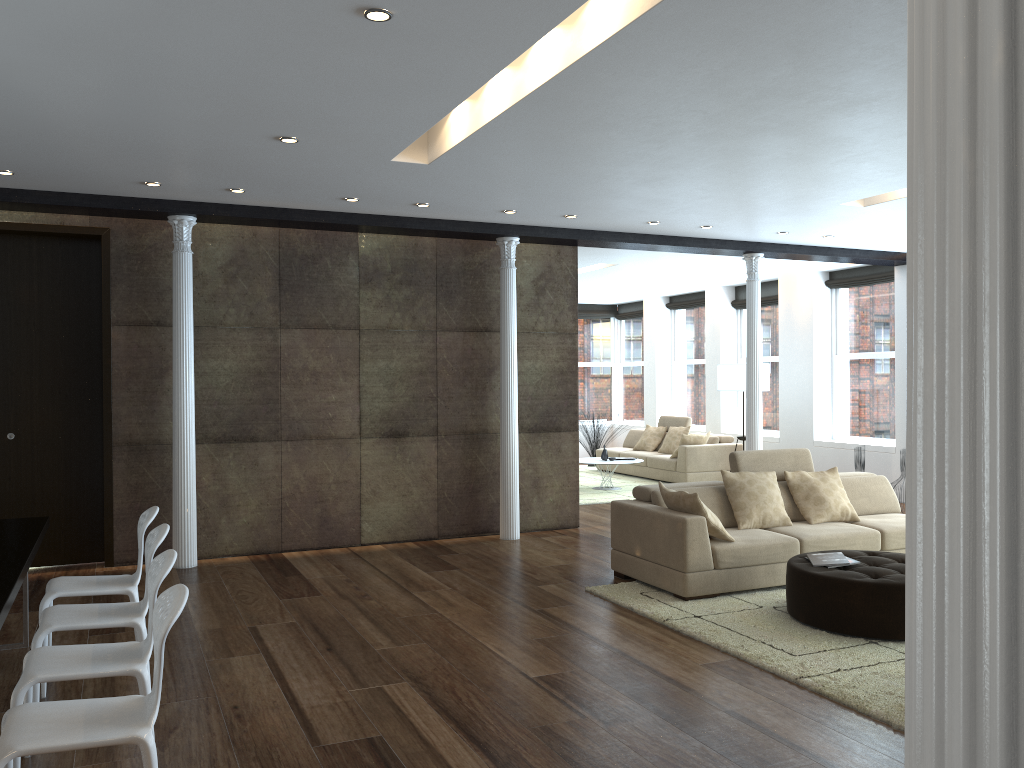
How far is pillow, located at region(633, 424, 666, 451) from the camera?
13.9m

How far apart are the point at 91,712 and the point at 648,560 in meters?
4.2

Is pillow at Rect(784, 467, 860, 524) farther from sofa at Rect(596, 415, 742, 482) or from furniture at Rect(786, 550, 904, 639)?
sofa at Rect(596, 415, 742, 482)

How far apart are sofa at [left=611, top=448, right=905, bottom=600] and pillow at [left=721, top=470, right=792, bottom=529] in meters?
0.1 m

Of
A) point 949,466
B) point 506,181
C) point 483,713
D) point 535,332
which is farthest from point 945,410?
point 535,332

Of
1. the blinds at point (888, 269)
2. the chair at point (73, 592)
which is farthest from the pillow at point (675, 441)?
the chair at point (73, 592)

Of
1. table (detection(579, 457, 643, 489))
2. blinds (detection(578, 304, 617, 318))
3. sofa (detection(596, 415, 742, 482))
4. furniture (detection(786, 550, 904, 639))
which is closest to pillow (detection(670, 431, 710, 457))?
sofa (detection(596, 415, 742, 482))

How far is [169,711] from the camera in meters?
4.1

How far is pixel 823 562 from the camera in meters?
5.5 m

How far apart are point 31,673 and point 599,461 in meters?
9.3 m
